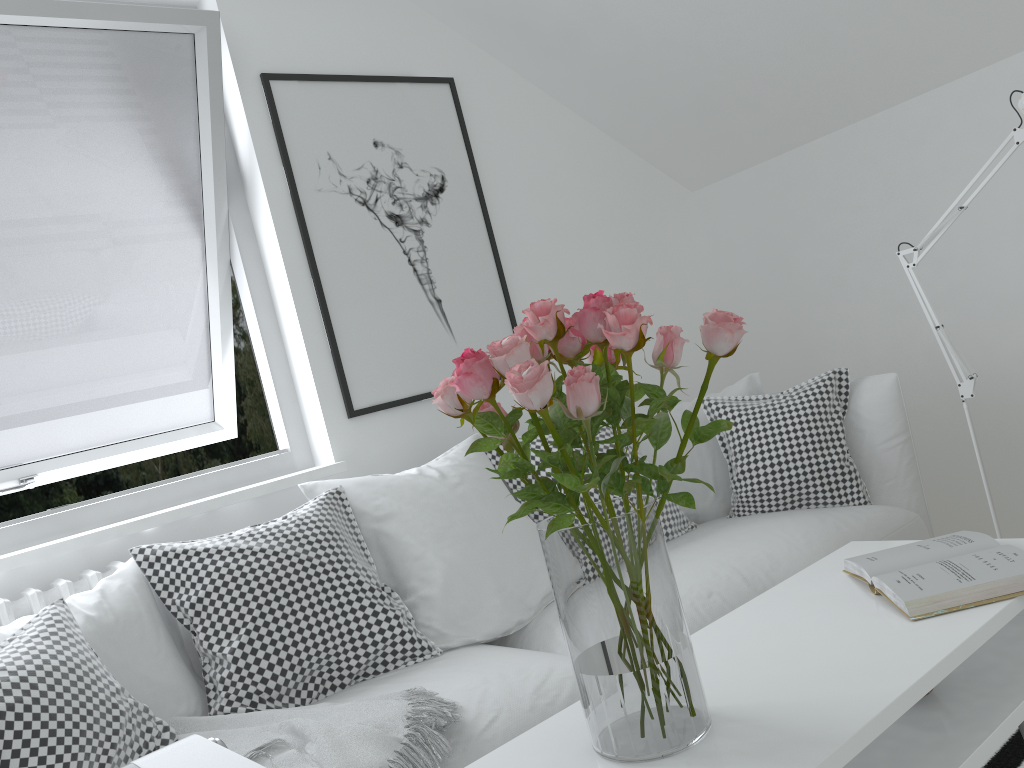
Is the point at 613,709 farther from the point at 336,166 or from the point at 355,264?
the point at 336,166

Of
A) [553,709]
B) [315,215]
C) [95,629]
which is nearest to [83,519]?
[95,629]

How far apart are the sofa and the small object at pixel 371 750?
0.0 meters

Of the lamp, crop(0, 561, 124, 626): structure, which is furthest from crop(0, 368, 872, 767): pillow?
the lamp

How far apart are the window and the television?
1.97m

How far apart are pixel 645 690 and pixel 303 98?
2.23m

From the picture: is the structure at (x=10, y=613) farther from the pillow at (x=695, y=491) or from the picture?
the pillow at (x=695, y=491)

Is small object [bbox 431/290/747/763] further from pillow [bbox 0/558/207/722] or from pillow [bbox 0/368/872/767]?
pillow [bbox 0/558/207/722]

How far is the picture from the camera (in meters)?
2.71

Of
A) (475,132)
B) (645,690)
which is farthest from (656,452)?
(475,132)
